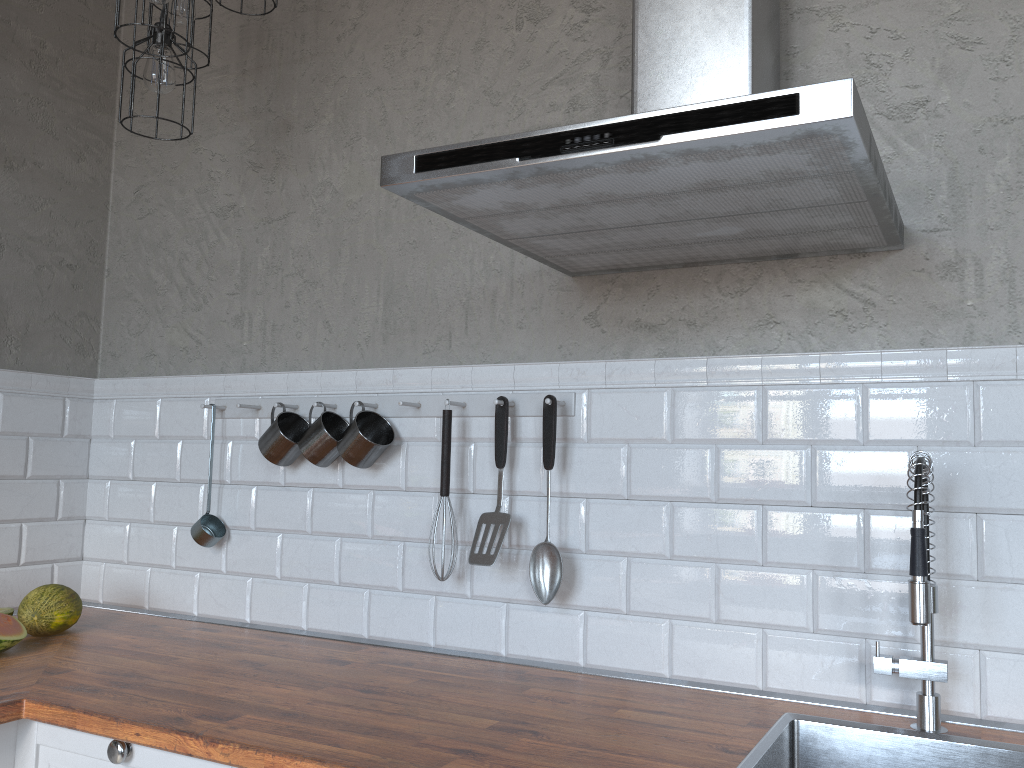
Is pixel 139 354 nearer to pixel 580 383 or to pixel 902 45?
pixel 580 383

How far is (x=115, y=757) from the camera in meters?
1.5

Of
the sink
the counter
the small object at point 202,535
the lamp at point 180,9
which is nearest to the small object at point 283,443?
the small object at point 202,535

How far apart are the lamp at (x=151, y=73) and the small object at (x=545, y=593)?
1.0m

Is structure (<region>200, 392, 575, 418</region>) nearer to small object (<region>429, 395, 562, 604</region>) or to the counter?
small object (<region>429, 395, 562, 604</region>)

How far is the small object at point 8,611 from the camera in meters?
2.1 m

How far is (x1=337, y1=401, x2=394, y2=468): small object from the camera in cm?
207

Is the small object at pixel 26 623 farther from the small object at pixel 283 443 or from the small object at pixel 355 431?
the small object at pixel 355 431

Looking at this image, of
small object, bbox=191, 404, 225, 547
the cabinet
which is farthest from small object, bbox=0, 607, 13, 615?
the cabinet

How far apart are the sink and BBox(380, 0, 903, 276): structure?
0.4 meters
